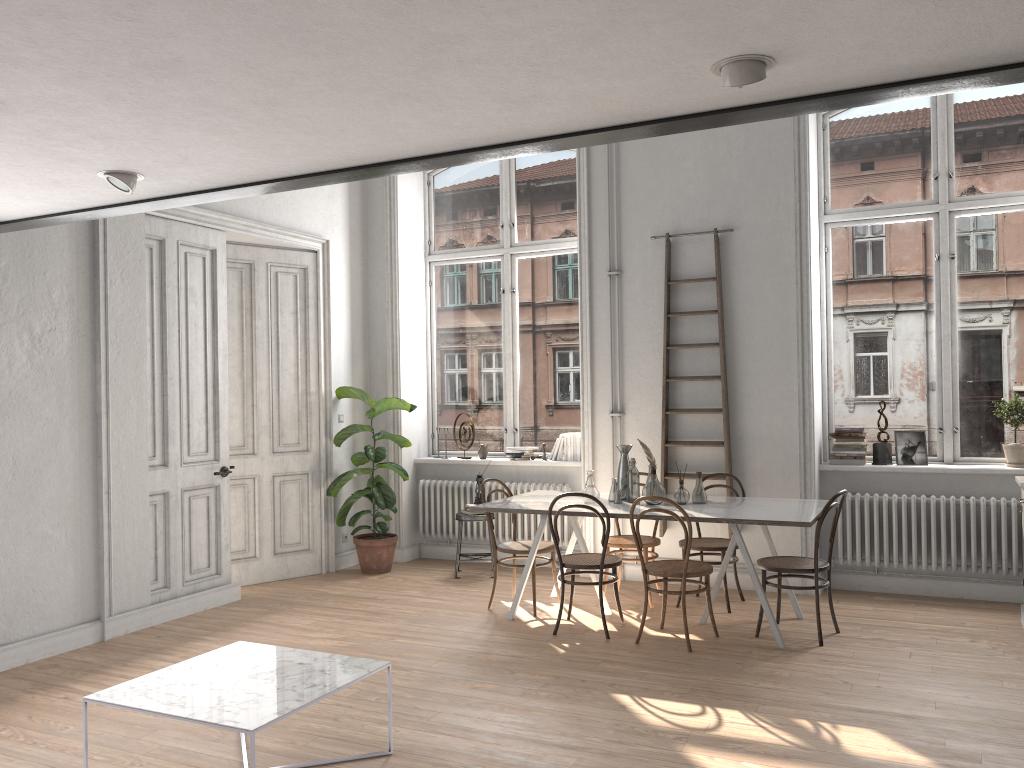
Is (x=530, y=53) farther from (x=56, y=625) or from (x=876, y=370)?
(x=876, y=370)

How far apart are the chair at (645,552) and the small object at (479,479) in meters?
1.4 m

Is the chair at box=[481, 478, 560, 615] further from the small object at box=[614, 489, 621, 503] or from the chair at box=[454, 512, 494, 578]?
the chair at box=[454, 512, 494, 578]

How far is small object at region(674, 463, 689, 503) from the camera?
5.9 meters

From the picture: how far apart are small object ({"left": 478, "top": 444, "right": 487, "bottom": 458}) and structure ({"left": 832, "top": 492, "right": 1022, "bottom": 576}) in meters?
3.2

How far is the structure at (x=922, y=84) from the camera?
2.69m

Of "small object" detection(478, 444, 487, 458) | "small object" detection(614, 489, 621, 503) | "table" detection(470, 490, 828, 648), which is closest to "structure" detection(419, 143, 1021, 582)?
"small object" detection(478, 444, 487, 458)

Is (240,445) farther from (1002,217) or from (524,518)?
(1002,217)

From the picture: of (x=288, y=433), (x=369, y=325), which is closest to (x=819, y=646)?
(x=288, y=433)

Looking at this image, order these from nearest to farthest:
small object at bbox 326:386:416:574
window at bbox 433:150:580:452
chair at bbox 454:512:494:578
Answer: chair at bbox 454:512:494:578, small object at bbox 326:386:416:574, window at bbox 433:150:580:452
